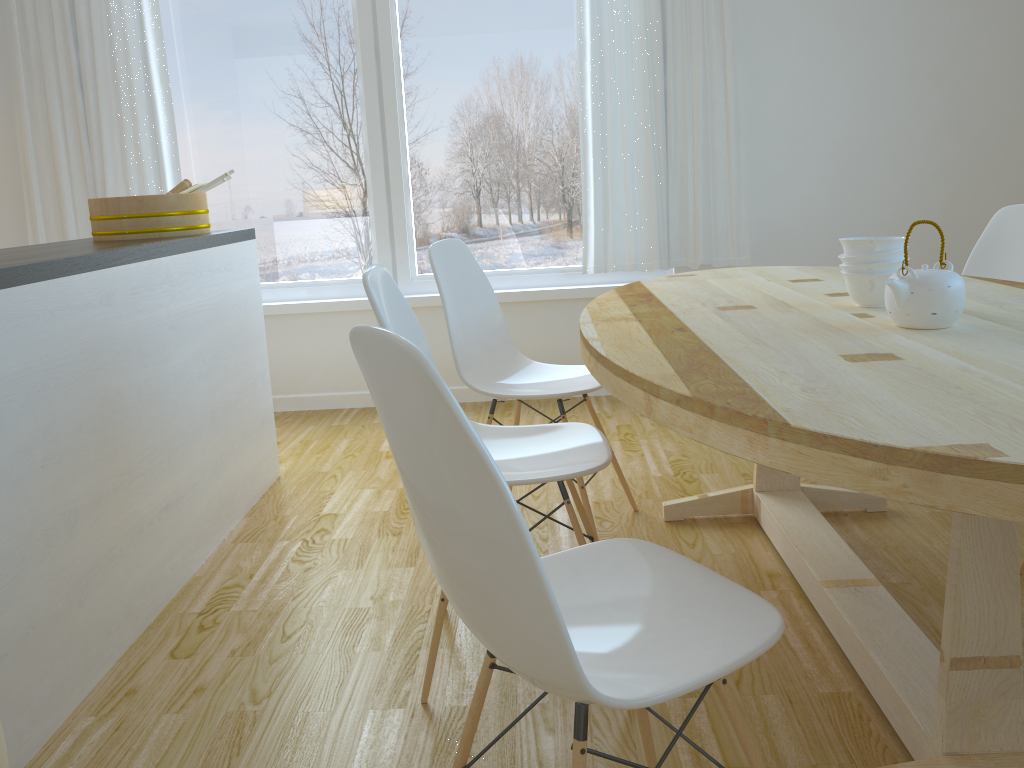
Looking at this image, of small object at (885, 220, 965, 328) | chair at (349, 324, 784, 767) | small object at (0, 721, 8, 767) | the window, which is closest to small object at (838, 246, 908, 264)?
small object at (885, 220, 965, 328)

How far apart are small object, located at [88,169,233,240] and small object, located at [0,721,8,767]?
1.8m

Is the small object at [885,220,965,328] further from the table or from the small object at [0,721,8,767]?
the small object at [0,721,8,767]

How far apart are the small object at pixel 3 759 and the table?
1.2m

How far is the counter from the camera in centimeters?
180cm

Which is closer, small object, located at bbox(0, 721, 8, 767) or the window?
small object, located at bbox(0, 721, 8, 767)

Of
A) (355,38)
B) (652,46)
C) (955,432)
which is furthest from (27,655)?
(652,46)

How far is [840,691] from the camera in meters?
1.8 m

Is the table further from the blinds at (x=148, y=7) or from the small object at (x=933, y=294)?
the blinds at (x=148, y=7)

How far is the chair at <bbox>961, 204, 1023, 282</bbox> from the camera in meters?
2.8 m
